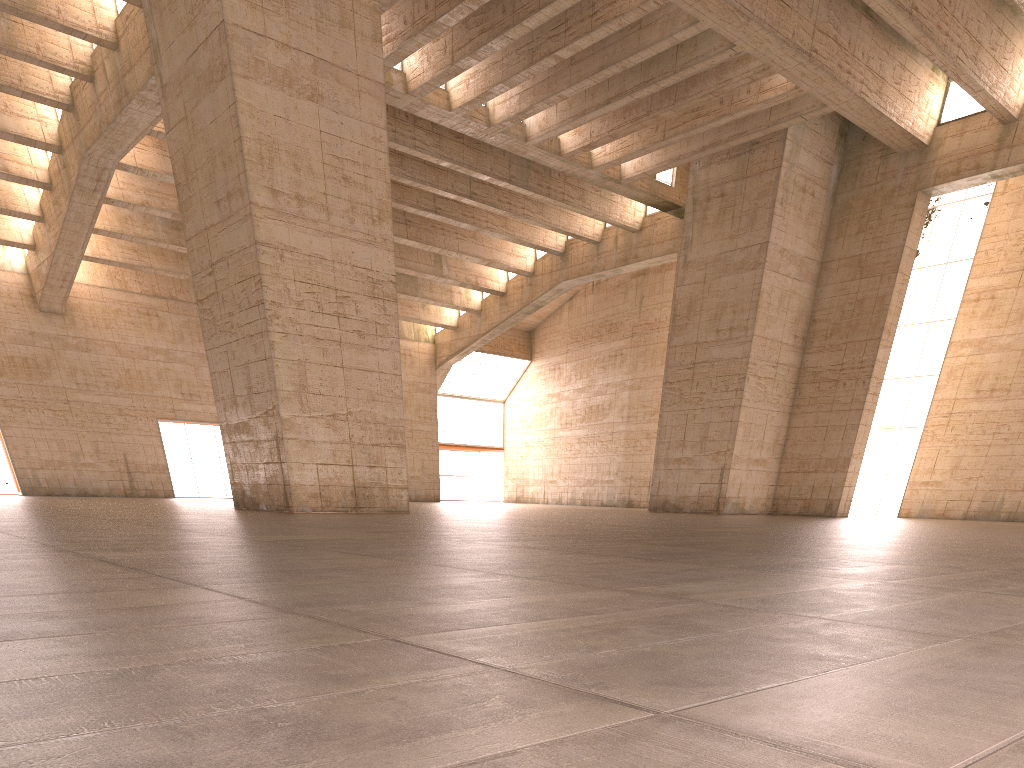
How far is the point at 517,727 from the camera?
1.6 meters
